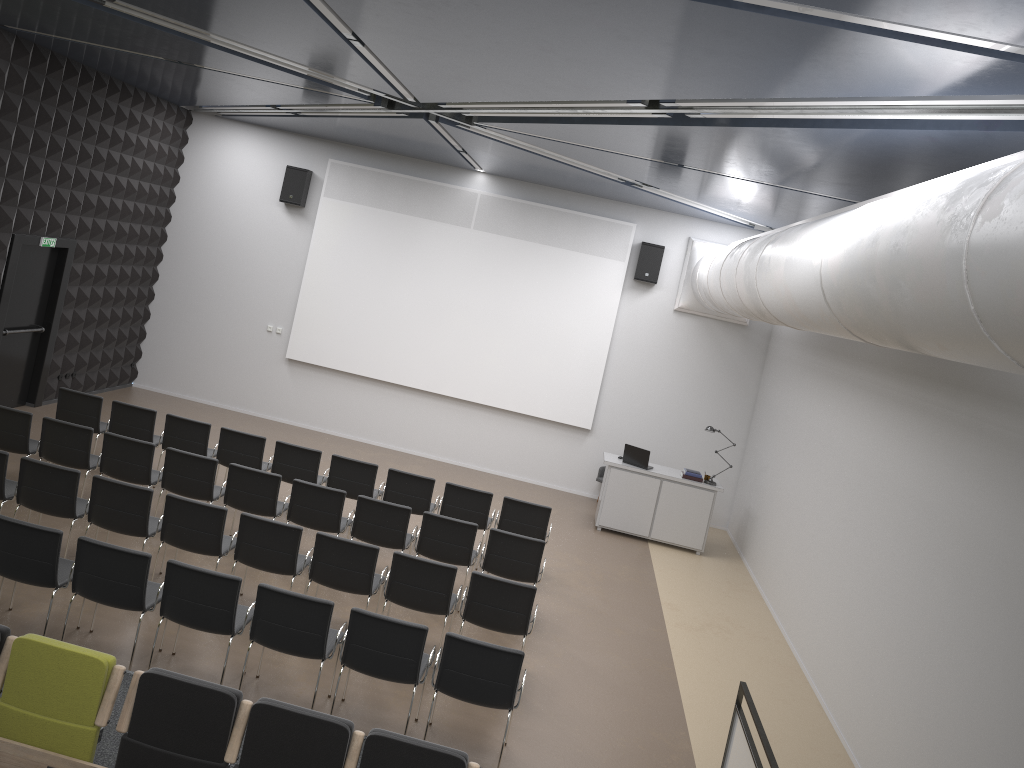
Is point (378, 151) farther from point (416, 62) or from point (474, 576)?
point (474, 576)

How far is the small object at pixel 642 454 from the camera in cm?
1278

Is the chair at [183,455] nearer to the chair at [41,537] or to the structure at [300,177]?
the chair at [41,537]

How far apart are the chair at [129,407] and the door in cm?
245

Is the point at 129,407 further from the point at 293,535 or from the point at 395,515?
the point at 293,535

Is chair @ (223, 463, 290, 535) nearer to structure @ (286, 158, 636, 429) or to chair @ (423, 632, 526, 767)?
chair @ (423, 632, 526, 767)

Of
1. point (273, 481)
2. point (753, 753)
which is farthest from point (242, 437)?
point (753, 753)

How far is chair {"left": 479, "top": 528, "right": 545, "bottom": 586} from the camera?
8.7 meters

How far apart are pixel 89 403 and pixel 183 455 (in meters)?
2.22

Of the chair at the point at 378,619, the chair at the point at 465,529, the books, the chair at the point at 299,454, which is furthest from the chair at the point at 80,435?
the books
